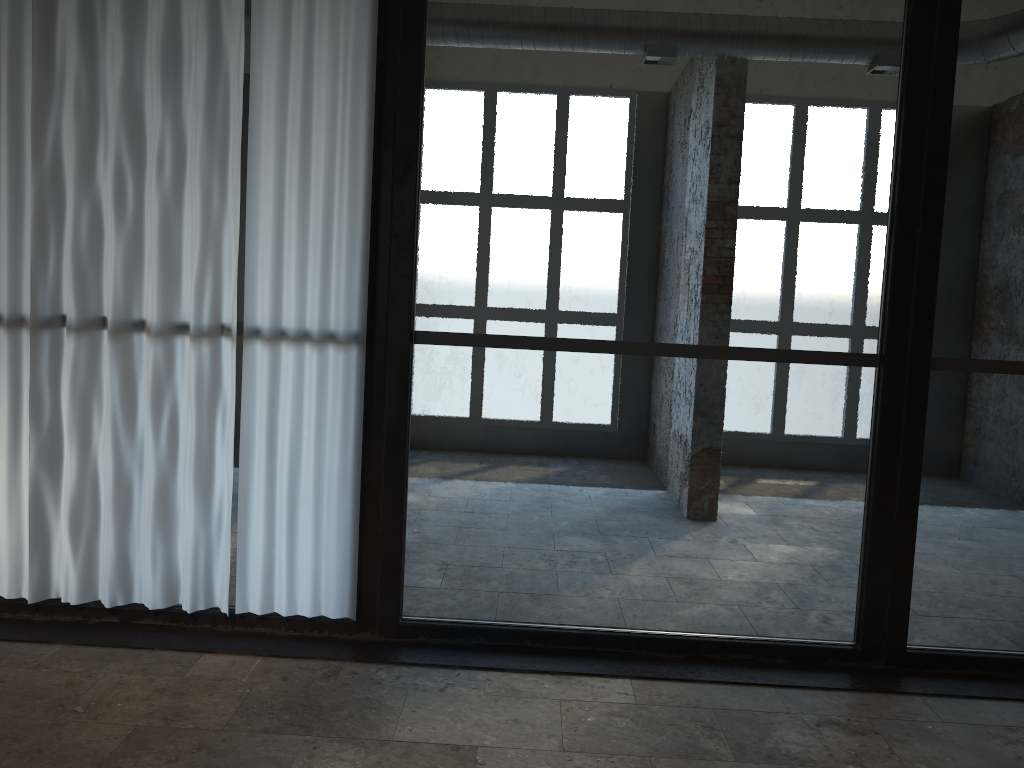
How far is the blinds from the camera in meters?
3.8 m

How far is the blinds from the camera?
3.8 meters

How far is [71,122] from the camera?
3.8m
